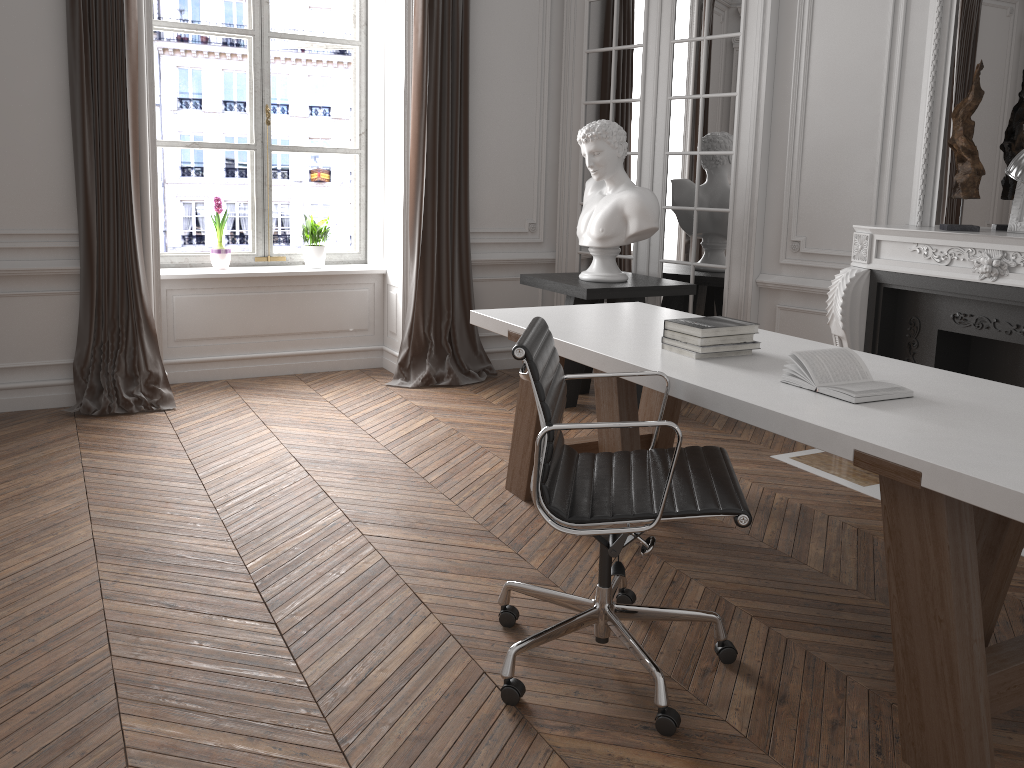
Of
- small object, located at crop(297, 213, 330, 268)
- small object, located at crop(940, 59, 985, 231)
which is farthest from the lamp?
small object, located at crop(297, 213, 330, 268)

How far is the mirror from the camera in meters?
3.9

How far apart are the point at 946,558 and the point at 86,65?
4.61m

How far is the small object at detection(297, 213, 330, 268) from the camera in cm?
582

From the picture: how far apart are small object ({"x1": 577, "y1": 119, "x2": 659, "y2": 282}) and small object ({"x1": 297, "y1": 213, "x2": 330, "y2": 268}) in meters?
1.8 m

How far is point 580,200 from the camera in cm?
593

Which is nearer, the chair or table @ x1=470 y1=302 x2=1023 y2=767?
table @ x1=470 y1=302 x2=1023 y2=767

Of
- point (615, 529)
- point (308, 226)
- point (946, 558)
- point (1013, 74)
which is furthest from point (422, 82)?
point (946, 558)

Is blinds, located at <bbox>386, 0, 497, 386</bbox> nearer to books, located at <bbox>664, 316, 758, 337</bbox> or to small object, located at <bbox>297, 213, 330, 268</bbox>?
small object, located at <bbox>297, 213, 330, 268</bbox>

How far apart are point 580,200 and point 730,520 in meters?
3.0
